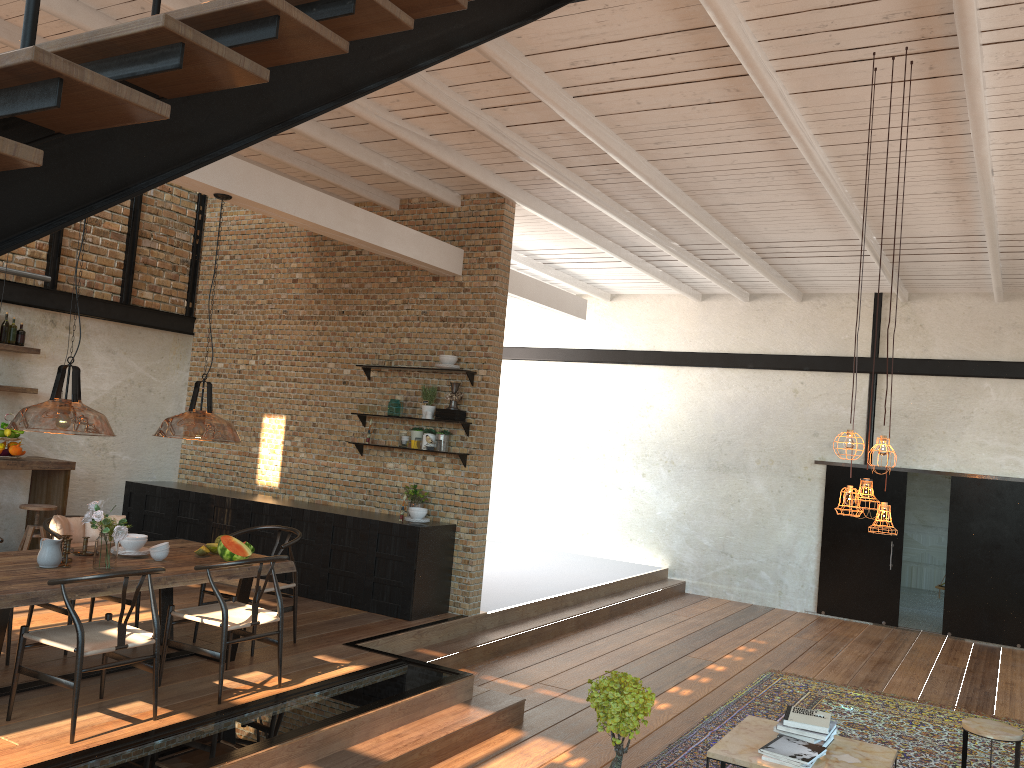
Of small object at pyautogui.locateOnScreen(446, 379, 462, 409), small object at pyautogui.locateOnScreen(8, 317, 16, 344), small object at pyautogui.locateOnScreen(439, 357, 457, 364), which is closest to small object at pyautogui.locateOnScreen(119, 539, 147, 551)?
small object at pyautogui.locateOnScreen(446, 379, 462, 409)

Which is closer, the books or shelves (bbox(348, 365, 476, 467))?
the books

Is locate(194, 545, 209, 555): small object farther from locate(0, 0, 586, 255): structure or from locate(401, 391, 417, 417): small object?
locate(0, 0, 586, 255): structure

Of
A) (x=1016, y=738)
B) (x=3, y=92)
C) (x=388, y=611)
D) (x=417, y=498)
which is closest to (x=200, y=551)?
(x=388, y=611)

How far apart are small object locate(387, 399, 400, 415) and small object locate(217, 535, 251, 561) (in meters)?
2.94

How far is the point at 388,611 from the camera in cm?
805

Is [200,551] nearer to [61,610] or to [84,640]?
[61,610]

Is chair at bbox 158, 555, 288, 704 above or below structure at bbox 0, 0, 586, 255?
below

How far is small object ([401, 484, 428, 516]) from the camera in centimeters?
848cm

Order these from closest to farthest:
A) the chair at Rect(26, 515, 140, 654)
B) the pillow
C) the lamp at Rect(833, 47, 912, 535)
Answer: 1. the lamp at Rect(833, 47, 912, 535)
2. the chair at Rect(26, 515, 140, 654)
3. the pillow
